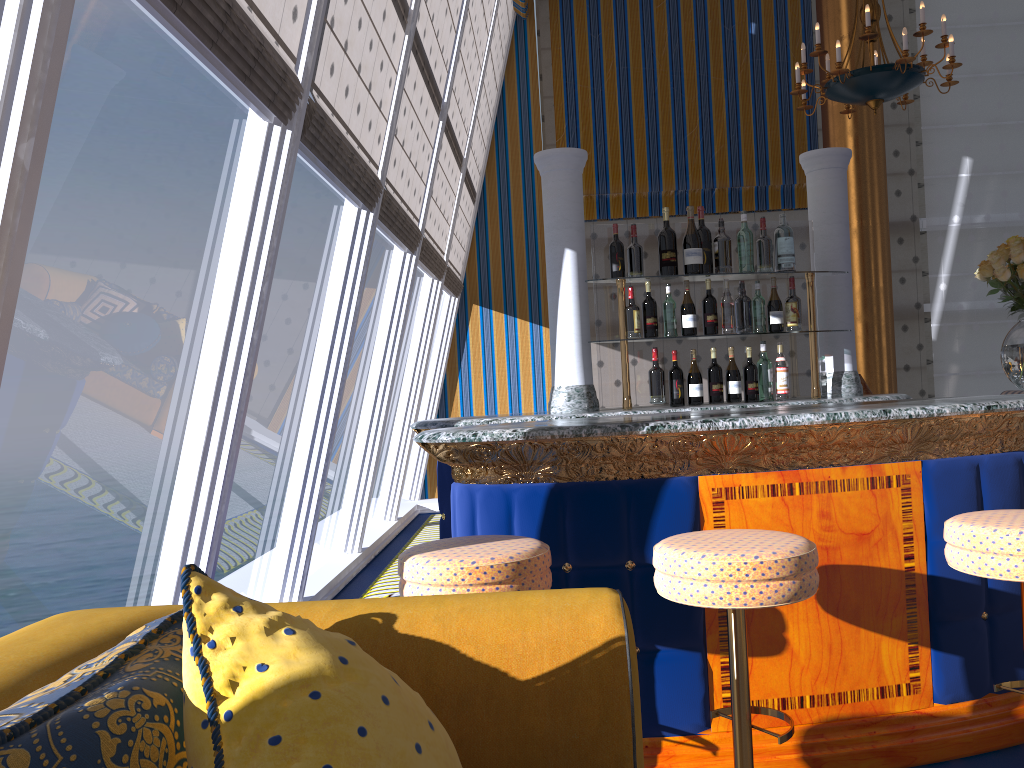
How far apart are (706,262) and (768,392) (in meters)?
0.63

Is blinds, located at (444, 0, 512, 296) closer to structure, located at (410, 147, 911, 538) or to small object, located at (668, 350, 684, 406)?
structure, located at (410, 147, 911, 538)

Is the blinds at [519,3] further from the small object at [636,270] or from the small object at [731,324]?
the small object at [731,324]

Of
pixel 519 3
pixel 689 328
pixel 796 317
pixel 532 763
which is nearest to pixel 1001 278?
pixel 796 317

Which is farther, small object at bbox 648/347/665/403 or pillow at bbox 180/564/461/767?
small object at bbox 648/347/665/403

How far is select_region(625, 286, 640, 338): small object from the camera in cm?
375

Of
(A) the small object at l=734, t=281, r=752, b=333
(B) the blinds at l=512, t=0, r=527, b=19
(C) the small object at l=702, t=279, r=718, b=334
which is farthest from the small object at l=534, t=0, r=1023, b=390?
(B) the blinds at l=512, t=0, r=527, b=19

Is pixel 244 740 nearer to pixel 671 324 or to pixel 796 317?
pixel 671 324

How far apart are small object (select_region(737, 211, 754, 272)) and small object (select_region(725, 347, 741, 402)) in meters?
0.4 m

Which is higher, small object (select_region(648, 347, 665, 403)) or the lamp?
the lamp
